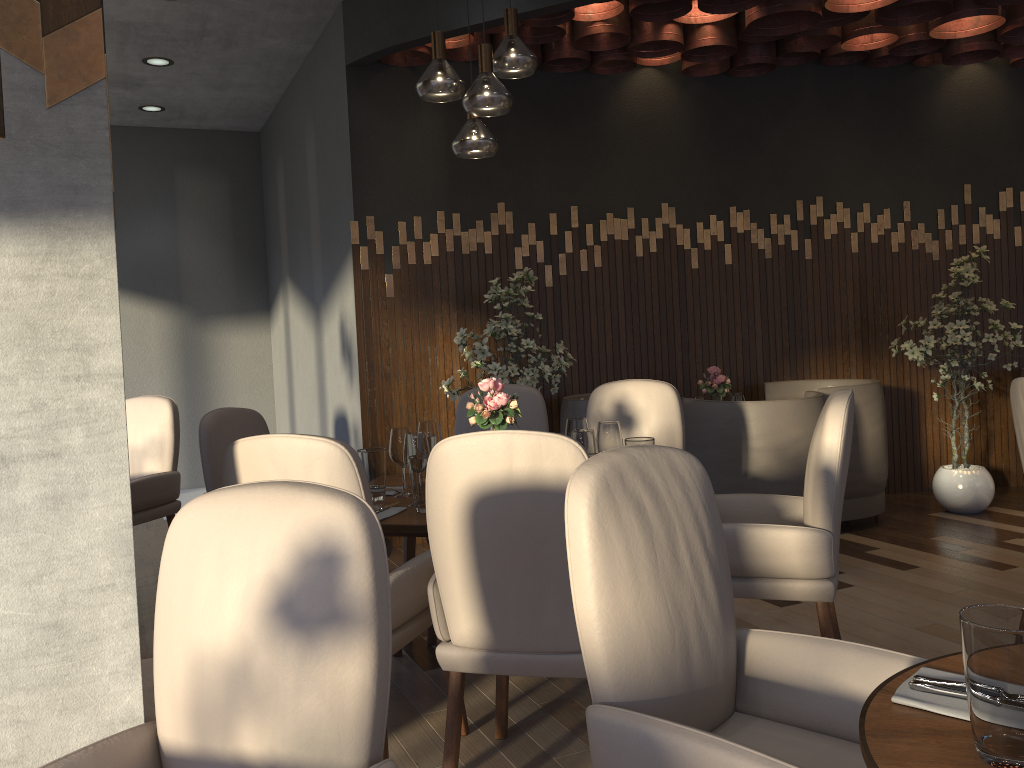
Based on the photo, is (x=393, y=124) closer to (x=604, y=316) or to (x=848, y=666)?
(x=604, y=316)

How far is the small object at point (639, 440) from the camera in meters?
3.0

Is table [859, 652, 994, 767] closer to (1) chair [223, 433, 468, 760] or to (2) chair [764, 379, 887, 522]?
(1) chair [223, 433, 468, 760]

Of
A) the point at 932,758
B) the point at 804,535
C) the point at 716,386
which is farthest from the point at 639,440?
the point at 716,386

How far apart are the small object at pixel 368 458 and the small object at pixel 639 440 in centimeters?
85cm

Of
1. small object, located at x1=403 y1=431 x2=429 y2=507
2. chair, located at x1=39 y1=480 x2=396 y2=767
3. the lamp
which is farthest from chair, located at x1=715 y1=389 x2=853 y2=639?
chair, located at x1=39 y1=480 x2=396 y2=767

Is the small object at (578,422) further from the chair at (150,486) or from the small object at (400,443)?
the chair at (150,486)

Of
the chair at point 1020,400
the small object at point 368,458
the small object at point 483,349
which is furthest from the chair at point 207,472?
the chair at point 1020,400

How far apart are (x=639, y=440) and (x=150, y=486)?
2.6 meters

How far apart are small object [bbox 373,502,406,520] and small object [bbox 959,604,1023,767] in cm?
192
